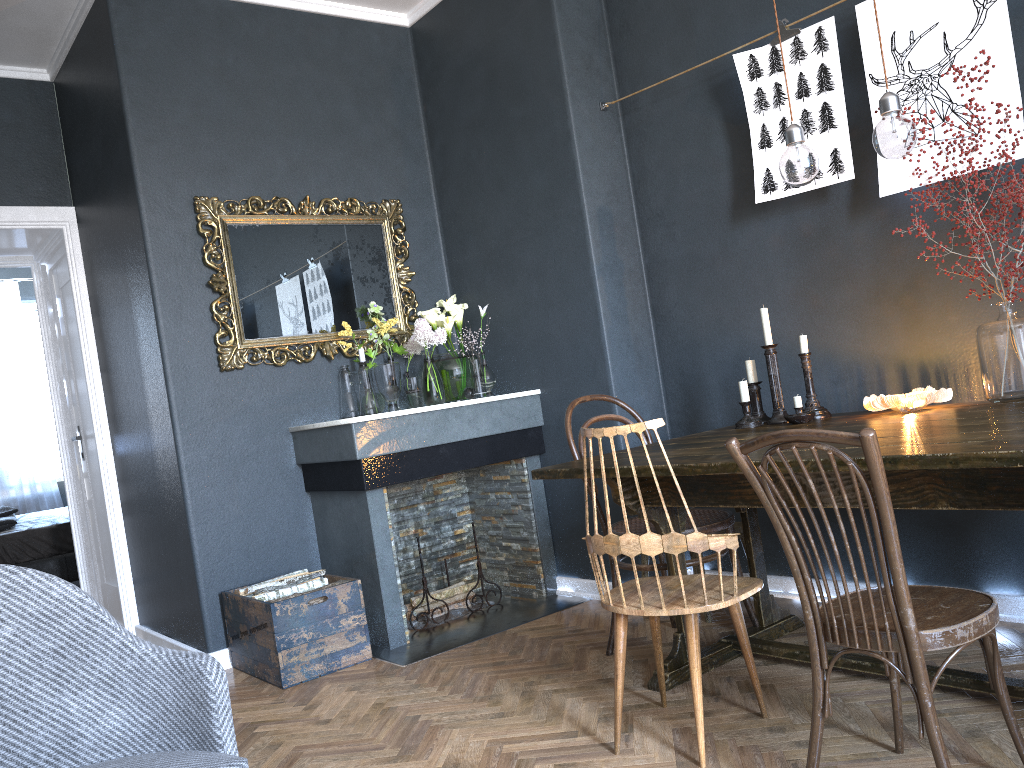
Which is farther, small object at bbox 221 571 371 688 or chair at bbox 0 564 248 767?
small object at bbox 221 571 371 688

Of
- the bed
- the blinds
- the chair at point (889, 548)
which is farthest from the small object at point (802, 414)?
the blinds

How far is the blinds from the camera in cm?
832

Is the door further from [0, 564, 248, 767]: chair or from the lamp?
the lamp

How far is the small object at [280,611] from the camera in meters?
3.3 m

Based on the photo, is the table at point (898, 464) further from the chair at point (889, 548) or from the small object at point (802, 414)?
the chair at point (889, 548)

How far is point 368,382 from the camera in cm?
409

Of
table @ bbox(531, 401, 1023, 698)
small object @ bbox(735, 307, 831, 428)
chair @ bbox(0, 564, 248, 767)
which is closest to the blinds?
table @ bbox(531, 401, 1023, 698)

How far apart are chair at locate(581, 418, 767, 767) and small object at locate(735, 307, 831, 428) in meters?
0.7 m

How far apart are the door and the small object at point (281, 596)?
1.9 meters
